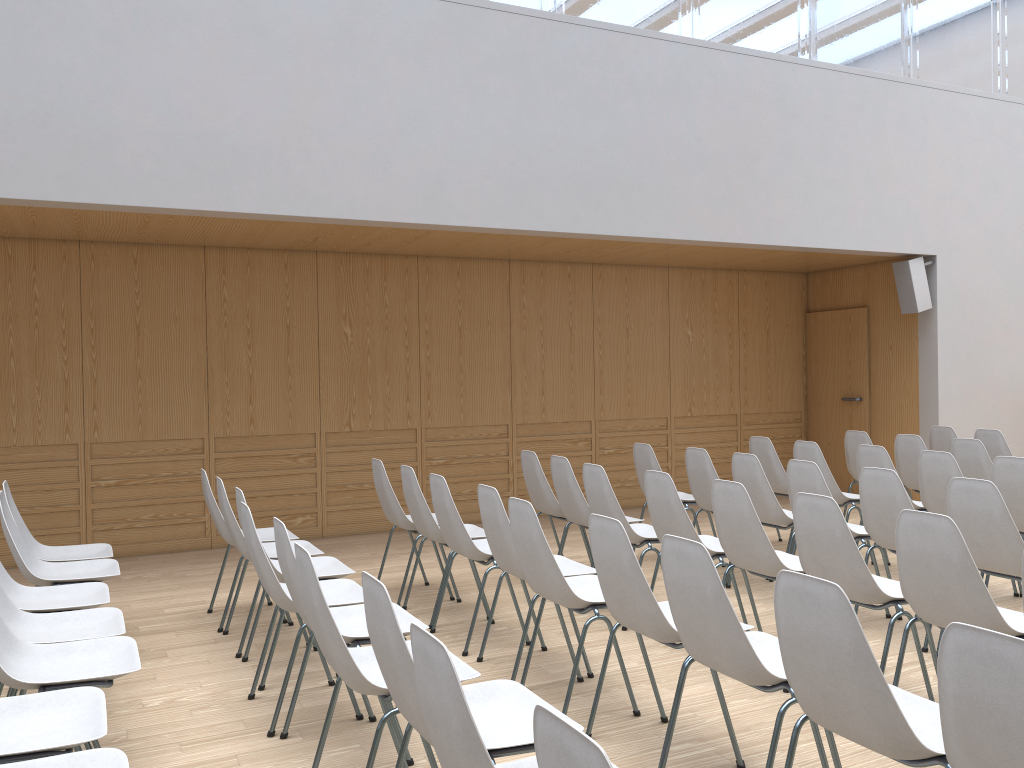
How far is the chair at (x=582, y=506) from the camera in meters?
5.3 m

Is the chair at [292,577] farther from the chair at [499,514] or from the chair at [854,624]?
the chair at [854,624]

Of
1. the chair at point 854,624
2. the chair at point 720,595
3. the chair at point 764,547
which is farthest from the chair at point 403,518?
the chair at point 854,624

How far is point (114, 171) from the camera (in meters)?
5.41

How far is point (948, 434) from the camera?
7.5m

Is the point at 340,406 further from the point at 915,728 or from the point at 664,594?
the point at 915,728

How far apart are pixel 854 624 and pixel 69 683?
2.3m

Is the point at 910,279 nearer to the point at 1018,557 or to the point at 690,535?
the point at 1018,557

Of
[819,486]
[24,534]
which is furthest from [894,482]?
[24,534]

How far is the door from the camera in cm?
938
